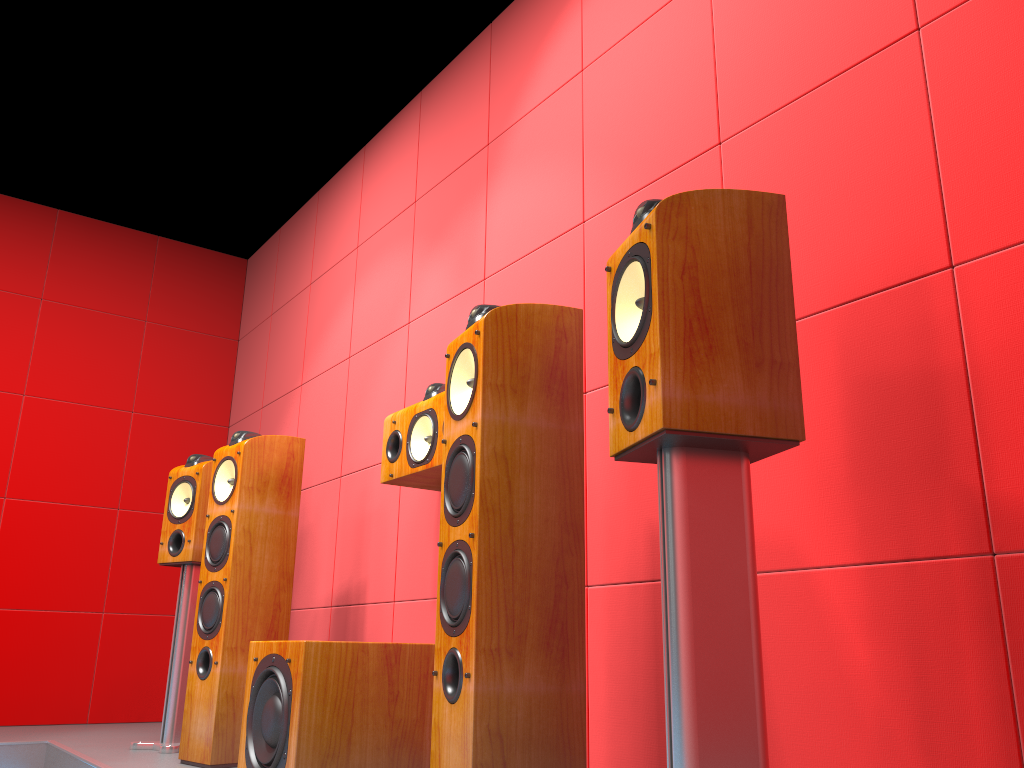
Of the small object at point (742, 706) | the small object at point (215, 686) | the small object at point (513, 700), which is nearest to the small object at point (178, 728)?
the small object at point (215, 686)

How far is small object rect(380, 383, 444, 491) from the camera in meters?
2.5

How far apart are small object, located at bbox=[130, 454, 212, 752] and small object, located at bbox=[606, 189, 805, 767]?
2.3 meters

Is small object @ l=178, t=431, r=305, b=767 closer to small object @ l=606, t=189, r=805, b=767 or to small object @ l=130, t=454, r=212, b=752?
small object @ l=130, t=454, r=212, b=752

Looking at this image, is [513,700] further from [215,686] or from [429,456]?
[215,686]

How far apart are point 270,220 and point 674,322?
3.98m

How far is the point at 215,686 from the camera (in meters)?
2.69

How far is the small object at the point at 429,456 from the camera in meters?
2.5 m

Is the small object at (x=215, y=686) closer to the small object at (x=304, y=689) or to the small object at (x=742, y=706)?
the small object at (x=304, y=689)

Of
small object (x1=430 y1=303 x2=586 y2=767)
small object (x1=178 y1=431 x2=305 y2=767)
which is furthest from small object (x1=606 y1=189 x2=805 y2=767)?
small object (x1=178 y1=431 x2=305 y2=767)
